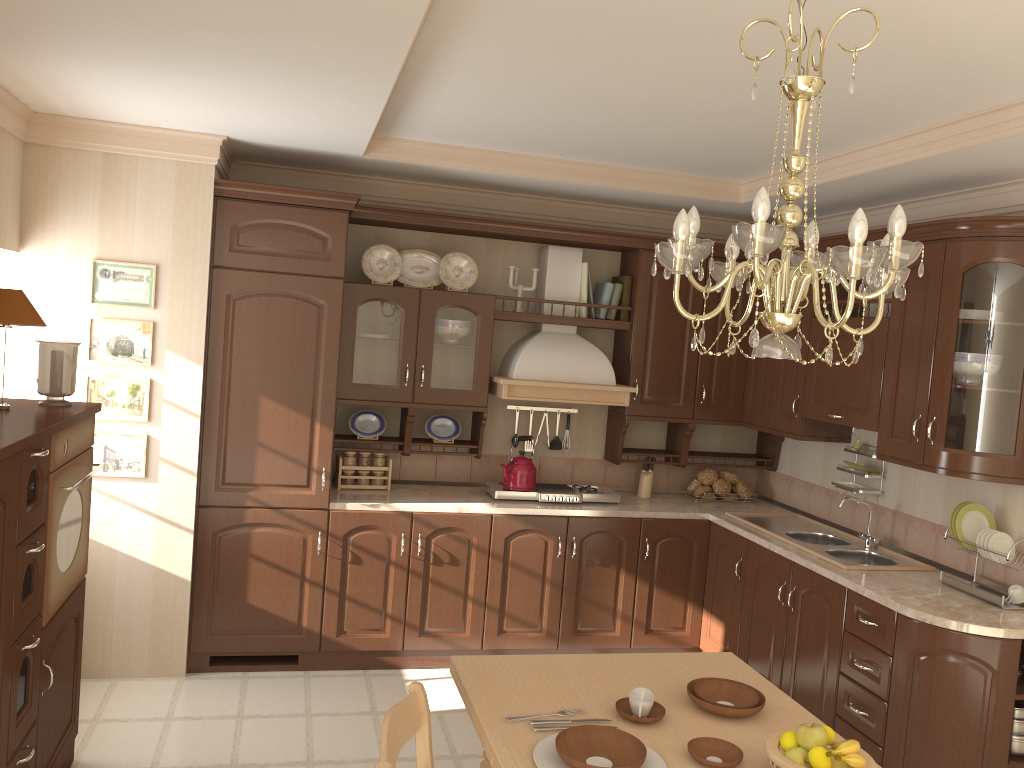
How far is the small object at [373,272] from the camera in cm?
463

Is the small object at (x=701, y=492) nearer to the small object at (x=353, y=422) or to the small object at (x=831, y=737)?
the small object at (x=353, y=422)

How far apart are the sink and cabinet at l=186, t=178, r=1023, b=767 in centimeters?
11cm

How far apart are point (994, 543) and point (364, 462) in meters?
2.9 m

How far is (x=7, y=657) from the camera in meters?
2.4

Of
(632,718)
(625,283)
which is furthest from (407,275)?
(632,718)

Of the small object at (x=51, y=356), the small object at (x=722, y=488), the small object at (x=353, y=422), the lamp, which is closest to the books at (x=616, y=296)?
the small object at (x=722, y=488)

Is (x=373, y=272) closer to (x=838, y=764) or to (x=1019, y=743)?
(x=838, y=764)

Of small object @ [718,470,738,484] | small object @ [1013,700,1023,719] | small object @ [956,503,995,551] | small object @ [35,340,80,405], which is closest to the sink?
small object @ [956,503,995,551]

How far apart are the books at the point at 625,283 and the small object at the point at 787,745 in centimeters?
321cm
